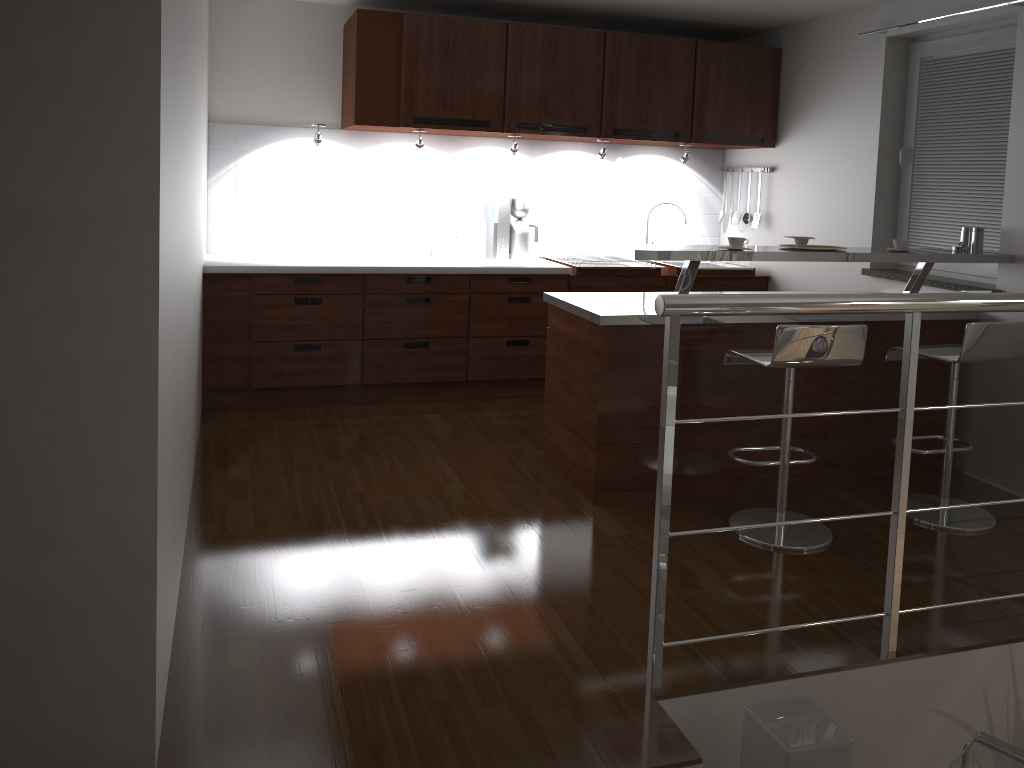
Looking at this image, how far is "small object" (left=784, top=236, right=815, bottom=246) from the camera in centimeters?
372cm

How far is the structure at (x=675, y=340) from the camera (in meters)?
2.24

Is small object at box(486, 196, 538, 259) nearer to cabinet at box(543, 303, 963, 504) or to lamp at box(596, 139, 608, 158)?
lamp at box(596, 139, 608, 158)

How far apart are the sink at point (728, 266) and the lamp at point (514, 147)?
1.6m

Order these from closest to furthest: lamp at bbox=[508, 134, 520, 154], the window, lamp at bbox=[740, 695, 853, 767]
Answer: lamp at bbox=[740, 695, 853, 767] < the window < lamp at bbox=[508, 134, 520, 154]

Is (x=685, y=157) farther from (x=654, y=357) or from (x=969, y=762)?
(x=969, y=762)

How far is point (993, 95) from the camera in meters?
4.1

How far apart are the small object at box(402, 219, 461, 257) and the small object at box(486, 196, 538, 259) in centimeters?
25cm

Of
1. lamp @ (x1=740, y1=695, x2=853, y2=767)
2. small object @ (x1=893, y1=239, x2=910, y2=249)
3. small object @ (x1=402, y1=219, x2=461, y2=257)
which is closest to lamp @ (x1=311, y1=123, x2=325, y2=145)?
small object @ (x1=402, y1=219, x2=461, y2=257)

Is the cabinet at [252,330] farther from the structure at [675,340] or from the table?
the table
